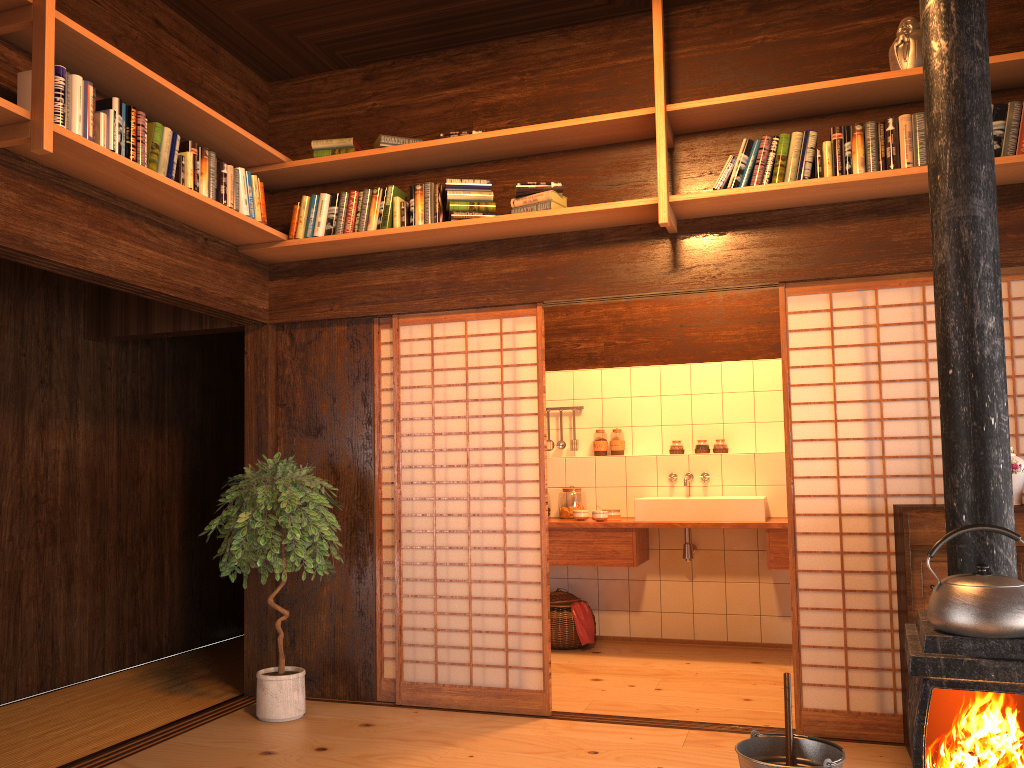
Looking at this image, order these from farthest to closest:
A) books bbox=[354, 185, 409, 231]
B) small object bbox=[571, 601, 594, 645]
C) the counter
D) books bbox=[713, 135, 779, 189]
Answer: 1. small object bbox=[571, 601, 594, 645]
2. the counter
3. books bbox=[354, 185, 409, 231]
4. books bbox=[713, 135, 779, 189]

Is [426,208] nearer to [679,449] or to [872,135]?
[872,135]

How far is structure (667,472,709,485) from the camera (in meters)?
6.03

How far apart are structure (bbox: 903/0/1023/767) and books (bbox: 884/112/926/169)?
1.5 meters

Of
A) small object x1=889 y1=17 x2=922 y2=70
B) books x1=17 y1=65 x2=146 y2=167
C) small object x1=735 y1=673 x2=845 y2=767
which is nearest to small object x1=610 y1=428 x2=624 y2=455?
small object x1=889 y1=17 x2=922 y2=70

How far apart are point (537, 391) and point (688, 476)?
2.0 meters

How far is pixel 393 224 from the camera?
4.4m

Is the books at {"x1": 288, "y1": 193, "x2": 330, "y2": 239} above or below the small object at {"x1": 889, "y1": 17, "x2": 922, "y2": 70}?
below

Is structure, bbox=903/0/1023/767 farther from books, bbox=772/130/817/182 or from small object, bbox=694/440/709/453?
small object, bbox=694/440/709/453

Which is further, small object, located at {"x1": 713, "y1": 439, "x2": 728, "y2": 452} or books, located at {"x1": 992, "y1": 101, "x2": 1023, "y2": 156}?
small object, located at {"x1": 713, "y1": 439, "x2": 728, "y2": 452}
